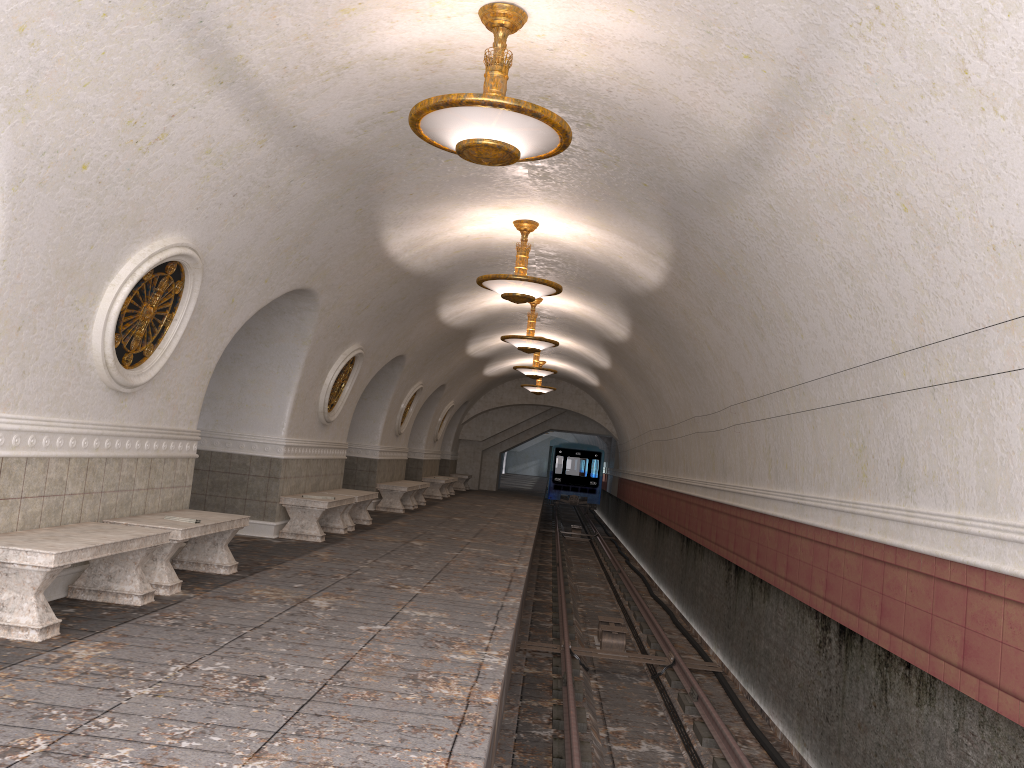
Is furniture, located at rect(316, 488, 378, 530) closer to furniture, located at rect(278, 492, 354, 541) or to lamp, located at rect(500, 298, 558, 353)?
furniture, located at rect(278, 492, 354, 541)

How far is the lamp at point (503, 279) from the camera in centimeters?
987cm

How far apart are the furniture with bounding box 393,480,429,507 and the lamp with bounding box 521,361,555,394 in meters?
5.6

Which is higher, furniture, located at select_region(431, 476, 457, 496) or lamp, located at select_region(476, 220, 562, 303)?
lamp, located at select_region(476, 220, 562, 303)

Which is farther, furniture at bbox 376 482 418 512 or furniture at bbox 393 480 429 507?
furniture at bbox 393 480 429 507

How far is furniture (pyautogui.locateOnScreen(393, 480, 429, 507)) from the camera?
18.90m

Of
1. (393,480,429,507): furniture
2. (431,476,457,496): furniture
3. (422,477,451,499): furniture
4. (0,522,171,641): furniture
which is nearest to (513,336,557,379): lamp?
(393,480,429,507): furniture

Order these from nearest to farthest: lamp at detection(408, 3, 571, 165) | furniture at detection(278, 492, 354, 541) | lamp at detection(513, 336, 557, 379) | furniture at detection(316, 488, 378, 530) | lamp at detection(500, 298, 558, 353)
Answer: lamp at detection(408, 3, 571, 165)
furniture at detection(278, 492, 354, 541)
furniture at detection(316, 488, 378, 530)
lamp at detection(500, 298, 558, 353)
lamp at detection(513, 336, 557, 379)

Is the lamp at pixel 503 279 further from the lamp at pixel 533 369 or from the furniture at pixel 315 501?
the lamp at pixel 533 369

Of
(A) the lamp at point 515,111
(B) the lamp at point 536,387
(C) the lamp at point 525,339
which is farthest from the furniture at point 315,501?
(B) the lamp at point 536,387
